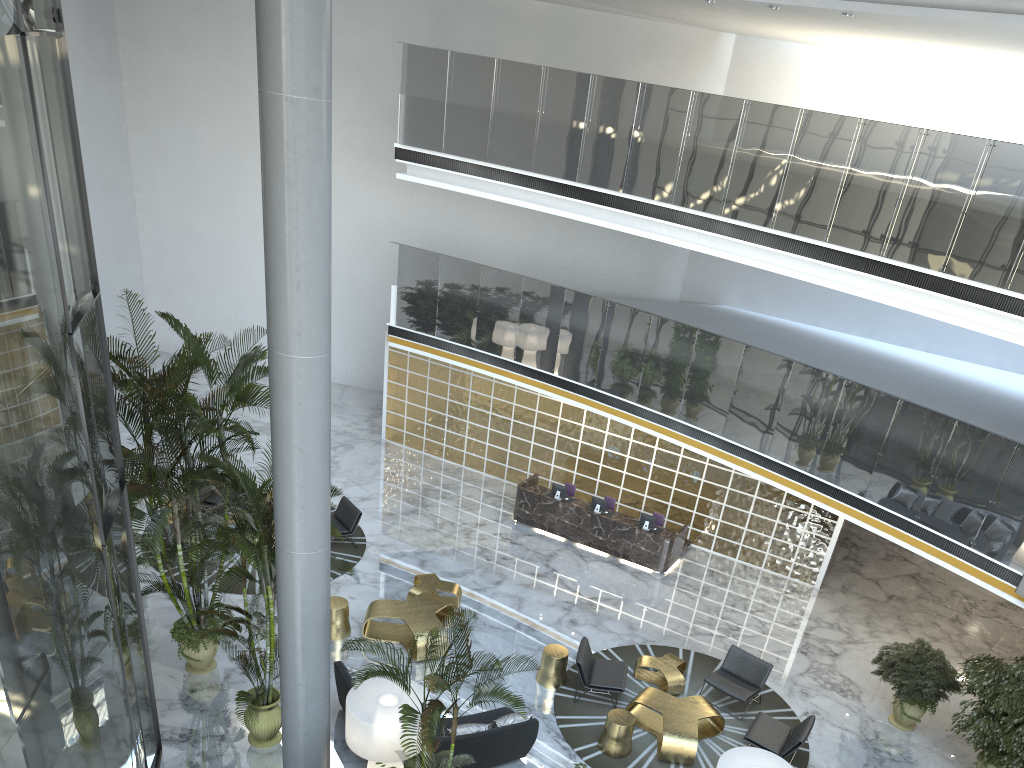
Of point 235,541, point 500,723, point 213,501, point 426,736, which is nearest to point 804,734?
point 500,723

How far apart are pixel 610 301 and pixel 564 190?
2.16m

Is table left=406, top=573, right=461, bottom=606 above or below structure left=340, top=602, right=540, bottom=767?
below

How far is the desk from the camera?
14.5m

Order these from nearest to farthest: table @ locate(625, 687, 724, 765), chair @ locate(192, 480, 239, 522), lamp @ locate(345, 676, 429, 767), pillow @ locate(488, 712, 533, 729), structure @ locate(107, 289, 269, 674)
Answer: lamp @ locate(345, 676, 429, 767) < structure @ locate(107, 289, 269, 674) < pillow @ locate(488, 712, 533, 729) < table @ locate(625, 687, 724, 765) < chair @ locate(192, 480, 239, 522)

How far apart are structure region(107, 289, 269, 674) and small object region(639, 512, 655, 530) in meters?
7.2

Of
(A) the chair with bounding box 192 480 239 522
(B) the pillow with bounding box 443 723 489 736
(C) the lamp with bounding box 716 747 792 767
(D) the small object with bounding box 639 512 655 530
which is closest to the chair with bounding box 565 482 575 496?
(D) the small object with bounding box 639 512 655 530

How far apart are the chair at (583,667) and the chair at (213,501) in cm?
686

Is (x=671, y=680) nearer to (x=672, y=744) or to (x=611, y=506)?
(x=672, y=744)

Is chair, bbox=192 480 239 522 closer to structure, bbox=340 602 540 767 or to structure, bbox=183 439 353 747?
structure, bbox=183 439 353 747
